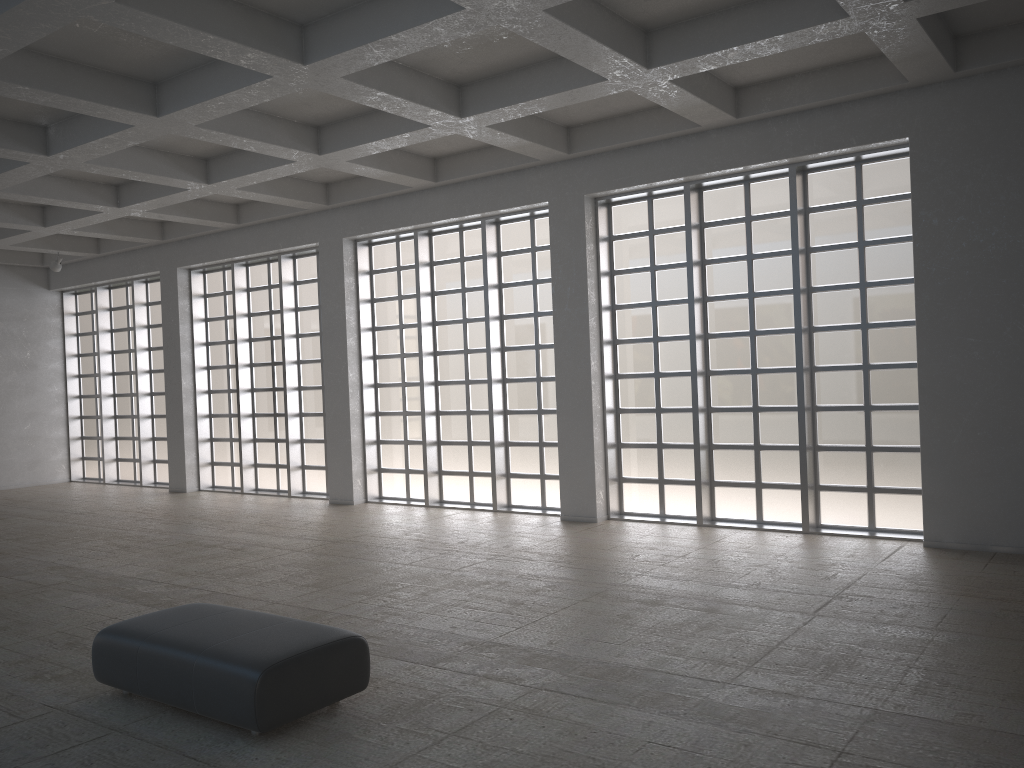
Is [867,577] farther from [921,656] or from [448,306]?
[448,306]
